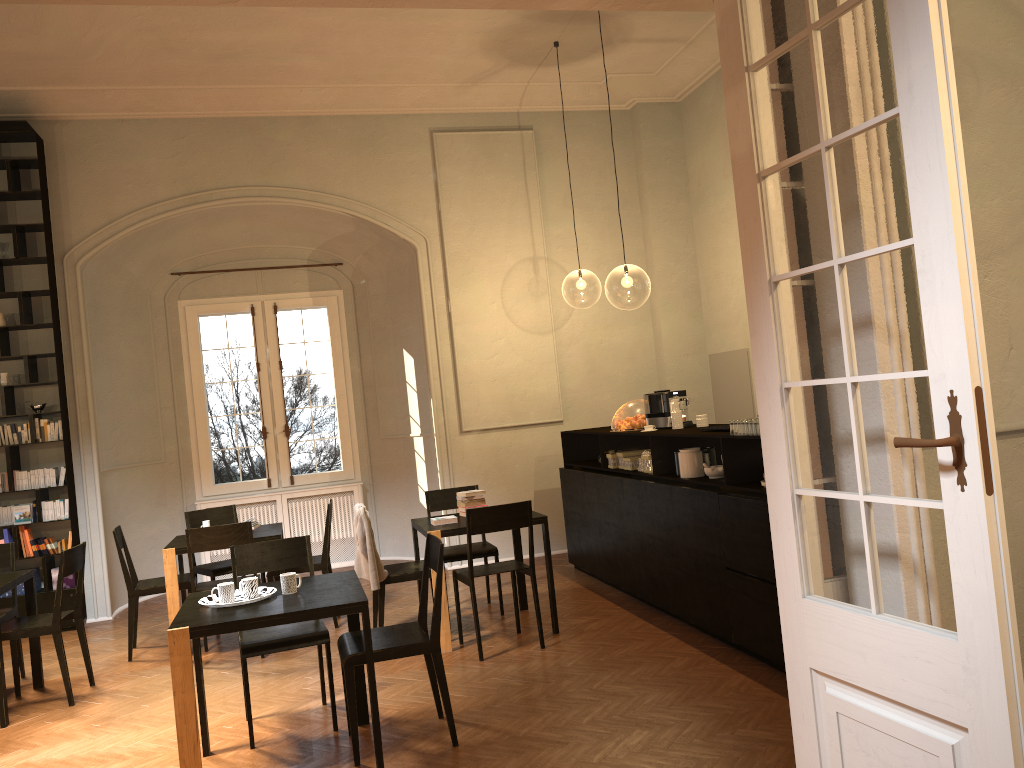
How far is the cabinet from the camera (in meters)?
5.45

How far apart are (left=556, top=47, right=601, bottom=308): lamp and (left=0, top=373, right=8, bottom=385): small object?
17.59m

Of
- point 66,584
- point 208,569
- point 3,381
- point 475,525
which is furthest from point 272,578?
point 3,381

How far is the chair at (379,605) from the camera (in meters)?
6.69

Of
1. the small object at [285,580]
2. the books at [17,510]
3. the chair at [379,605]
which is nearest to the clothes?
the chair at [379,605]

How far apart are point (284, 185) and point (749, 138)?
7.7m

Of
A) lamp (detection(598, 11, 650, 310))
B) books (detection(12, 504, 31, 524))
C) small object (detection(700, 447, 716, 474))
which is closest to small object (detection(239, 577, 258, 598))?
small object (detection(700, 447, 716, 474))

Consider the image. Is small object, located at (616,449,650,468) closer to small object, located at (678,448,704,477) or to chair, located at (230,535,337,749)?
small object, located at (678,448,704,477)

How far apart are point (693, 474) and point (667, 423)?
1.0 meters

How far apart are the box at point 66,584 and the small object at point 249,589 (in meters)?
5.08
